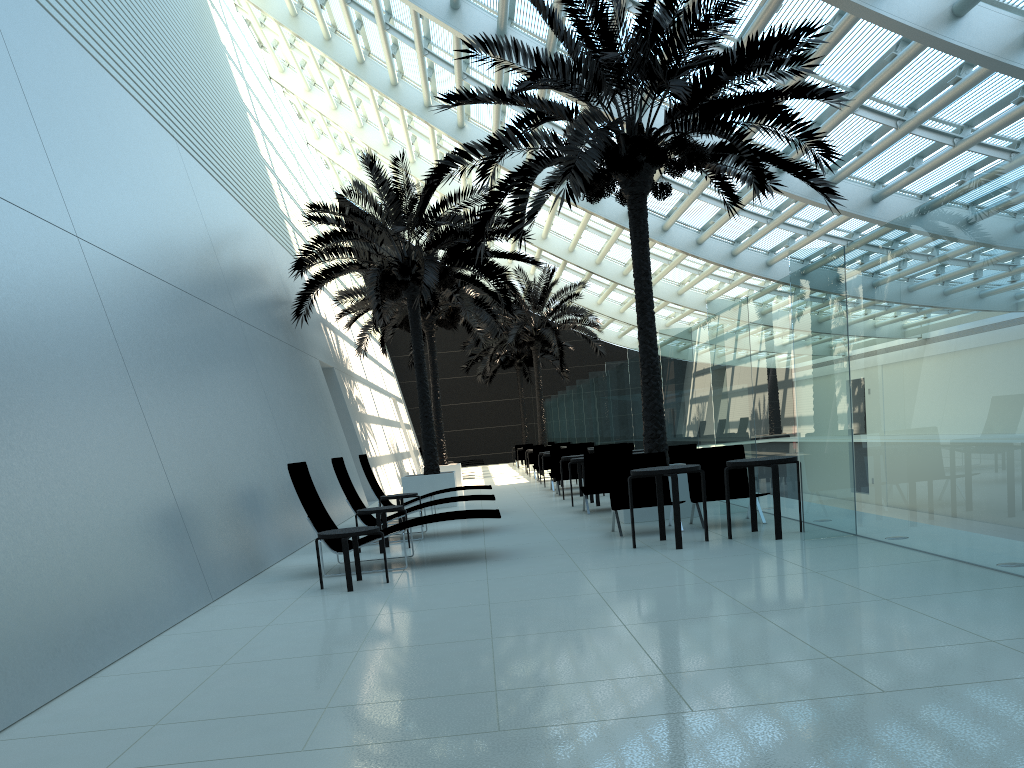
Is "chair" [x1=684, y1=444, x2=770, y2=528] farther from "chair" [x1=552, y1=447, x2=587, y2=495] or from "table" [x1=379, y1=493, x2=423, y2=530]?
"chair" [x1=552, y1=447, x2=587, y2=495]

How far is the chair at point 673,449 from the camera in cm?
1260

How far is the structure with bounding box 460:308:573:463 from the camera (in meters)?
36.79

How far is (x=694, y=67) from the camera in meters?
10.6 m

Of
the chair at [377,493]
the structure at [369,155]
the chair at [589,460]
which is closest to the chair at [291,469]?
the chair at [589,460]

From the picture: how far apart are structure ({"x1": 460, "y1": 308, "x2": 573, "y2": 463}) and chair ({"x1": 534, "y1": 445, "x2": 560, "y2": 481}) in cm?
1360

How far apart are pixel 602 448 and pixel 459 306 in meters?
5.8 m

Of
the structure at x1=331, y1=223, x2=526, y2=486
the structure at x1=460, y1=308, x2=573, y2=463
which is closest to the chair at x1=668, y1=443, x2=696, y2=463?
the structure at x1=331, y1=223, x2=526, y2=486

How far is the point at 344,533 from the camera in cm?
751

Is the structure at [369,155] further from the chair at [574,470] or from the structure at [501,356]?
the structure at [501,356]
